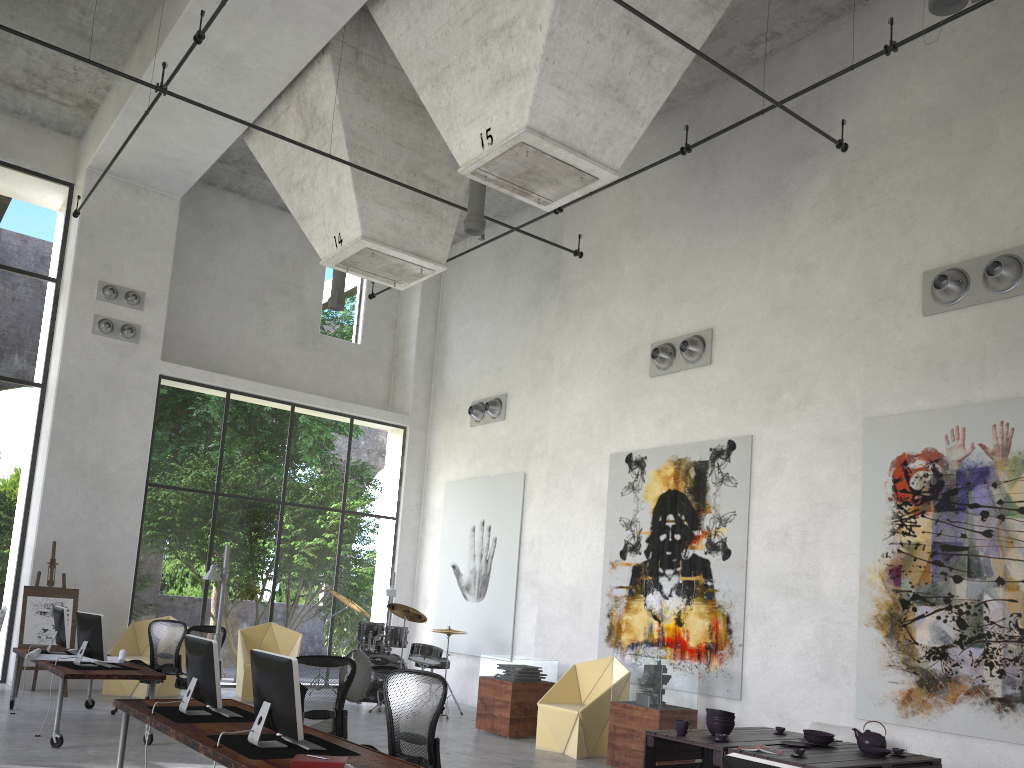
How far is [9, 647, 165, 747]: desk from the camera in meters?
8.2

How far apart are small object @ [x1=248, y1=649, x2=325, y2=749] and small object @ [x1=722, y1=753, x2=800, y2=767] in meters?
3.1 m

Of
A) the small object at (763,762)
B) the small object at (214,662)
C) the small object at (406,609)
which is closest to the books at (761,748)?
the small object at (214,662)

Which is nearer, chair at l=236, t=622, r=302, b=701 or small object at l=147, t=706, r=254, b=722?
small object at l=147, t=706, r=254, b=722

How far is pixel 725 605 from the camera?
9.90m

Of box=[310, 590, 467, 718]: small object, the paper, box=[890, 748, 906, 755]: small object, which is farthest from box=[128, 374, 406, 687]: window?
box=[890, 748, 906, 755]: small object

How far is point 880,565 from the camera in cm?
855

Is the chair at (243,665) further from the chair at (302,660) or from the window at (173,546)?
the chair at (302,660)

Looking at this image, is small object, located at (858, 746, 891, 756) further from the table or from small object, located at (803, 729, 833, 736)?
small object, located at (803, 729, 833, 736)

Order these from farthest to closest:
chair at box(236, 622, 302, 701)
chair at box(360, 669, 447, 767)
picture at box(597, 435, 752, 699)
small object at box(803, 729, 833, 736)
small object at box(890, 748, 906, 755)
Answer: chair at box(236, 622, 302, 701) < picture at box(597, 435, 752, 699) < small object at box(803, 729, 833, 736) < small object at box(890, 748, 906, 755) < chair at box(360, 669, 447, 767)
